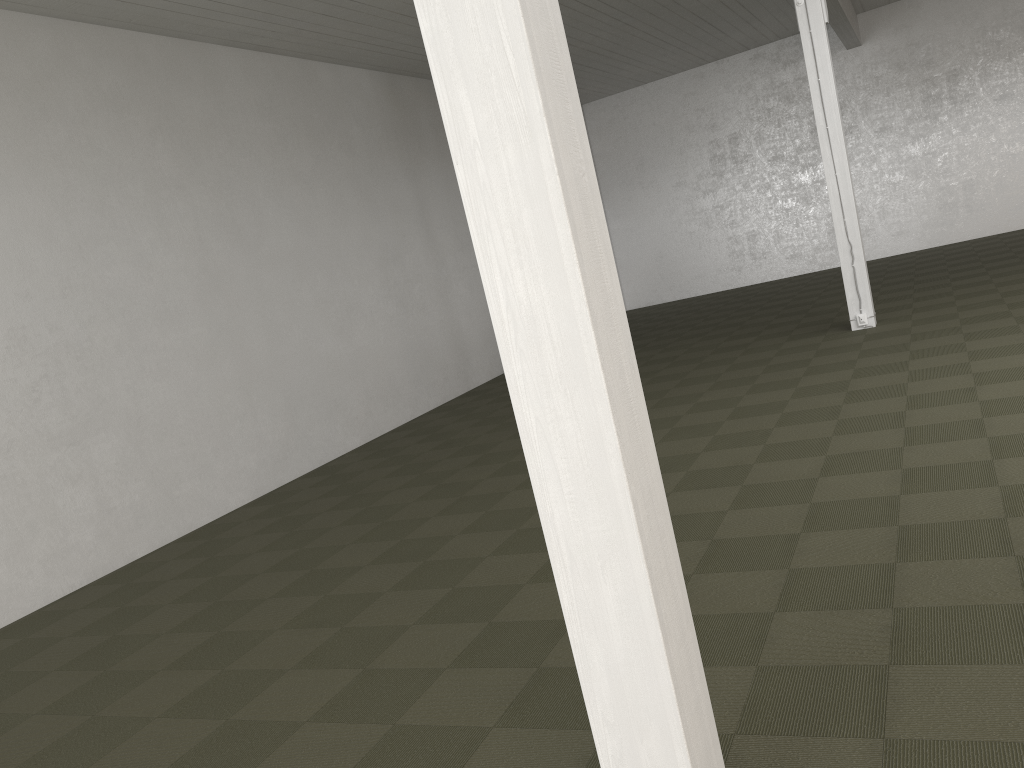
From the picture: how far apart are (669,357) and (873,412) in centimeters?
511cm
